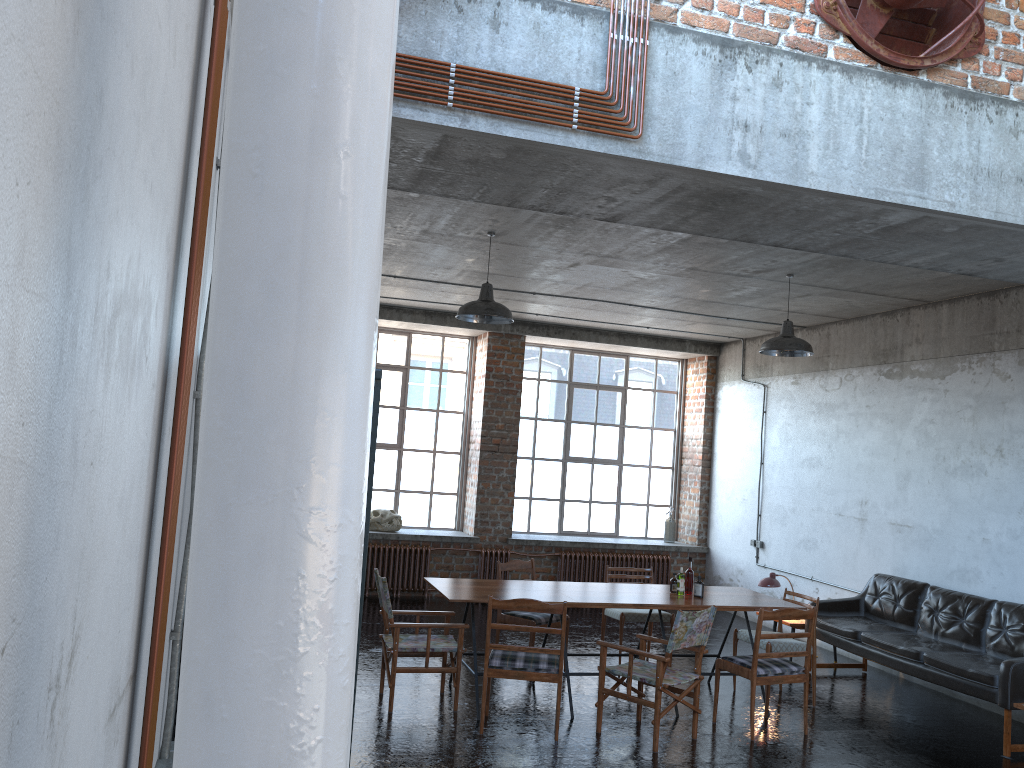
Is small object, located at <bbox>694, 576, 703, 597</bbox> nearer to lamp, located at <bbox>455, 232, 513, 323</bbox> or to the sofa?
the sofa

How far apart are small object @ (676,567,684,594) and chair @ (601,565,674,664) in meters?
1.0 m

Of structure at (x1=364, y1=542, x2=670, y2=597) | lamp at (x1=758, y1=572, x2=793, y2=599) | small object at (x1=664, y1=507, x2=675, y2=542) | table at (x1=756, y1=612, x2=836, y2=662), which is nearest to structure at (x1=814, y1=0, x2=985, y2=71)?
lamp at (x1=758, y1=572, x2=793, y2=599)

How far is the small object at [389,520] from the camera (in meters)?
12.04

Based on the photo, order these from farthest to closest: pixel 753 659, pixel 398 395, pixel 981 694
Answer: pixel 398 395 → pixel 981 694 → pixel 753 659

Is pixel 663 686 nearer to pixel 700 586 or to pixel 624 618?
pixel 700 586

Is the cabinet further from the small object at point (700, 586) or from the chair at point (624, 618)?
the chair at point (624, 618)

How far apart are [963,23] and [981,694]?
5.12m

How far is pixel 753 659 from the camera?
6.7m

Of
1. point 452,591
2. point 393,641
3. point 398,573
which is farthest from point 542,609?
point 398,573
